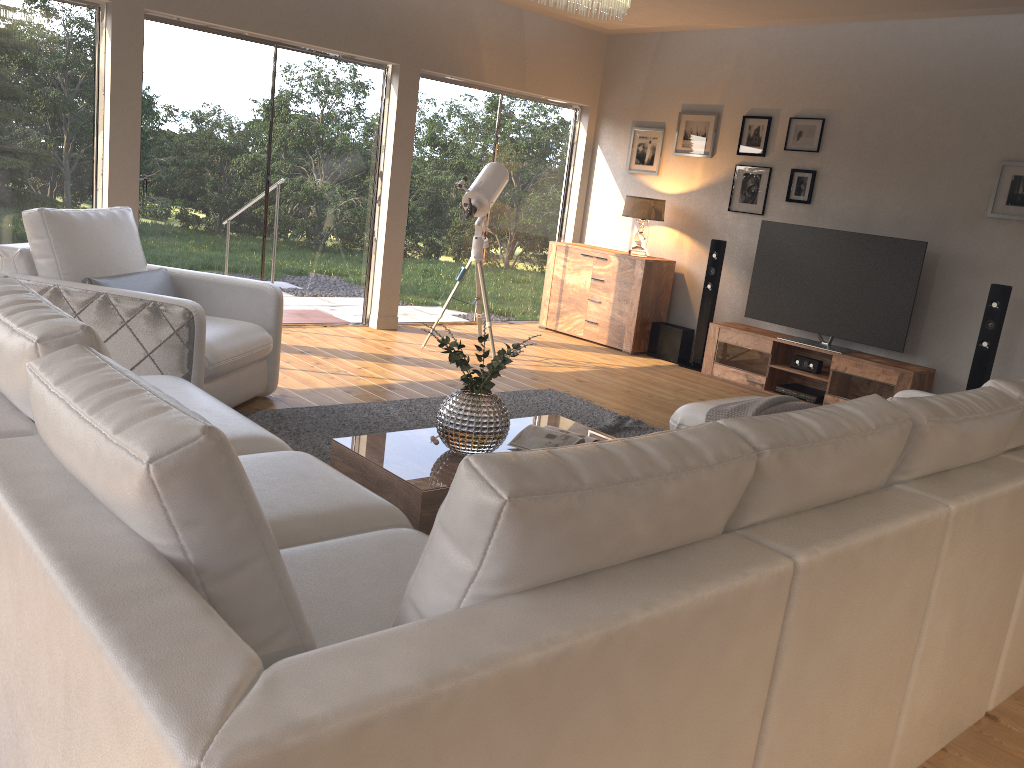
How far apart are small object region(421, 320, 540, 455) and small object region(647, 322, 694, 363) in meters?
4.3

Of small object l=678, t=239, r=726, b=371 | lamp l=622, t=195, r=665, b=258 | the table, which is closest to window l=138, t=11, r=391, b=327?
lamp l=622, t=195, r=665, b=258

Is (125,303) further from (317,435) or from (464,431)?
(464,431)

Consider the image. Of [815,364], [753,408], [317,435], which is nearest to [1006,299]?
[815,364]

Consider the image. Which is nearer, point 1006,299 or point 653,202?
point 1006,299

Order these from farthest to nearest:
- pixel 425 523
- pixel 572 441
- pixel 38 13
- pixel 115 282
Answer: pixel 38 13
pixel 115 282
pixel 572 441
pixel 425 523

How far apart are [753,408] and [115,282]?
3.1m

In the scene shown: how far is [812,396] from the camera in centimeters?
662cm

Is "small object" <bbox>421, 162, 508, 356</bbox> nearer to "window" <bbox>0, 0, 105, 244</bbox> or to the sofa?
"window" <bbox>0, 0, 105, 244</bbox>

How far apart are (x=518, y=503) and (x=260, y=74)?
6.0 meters
